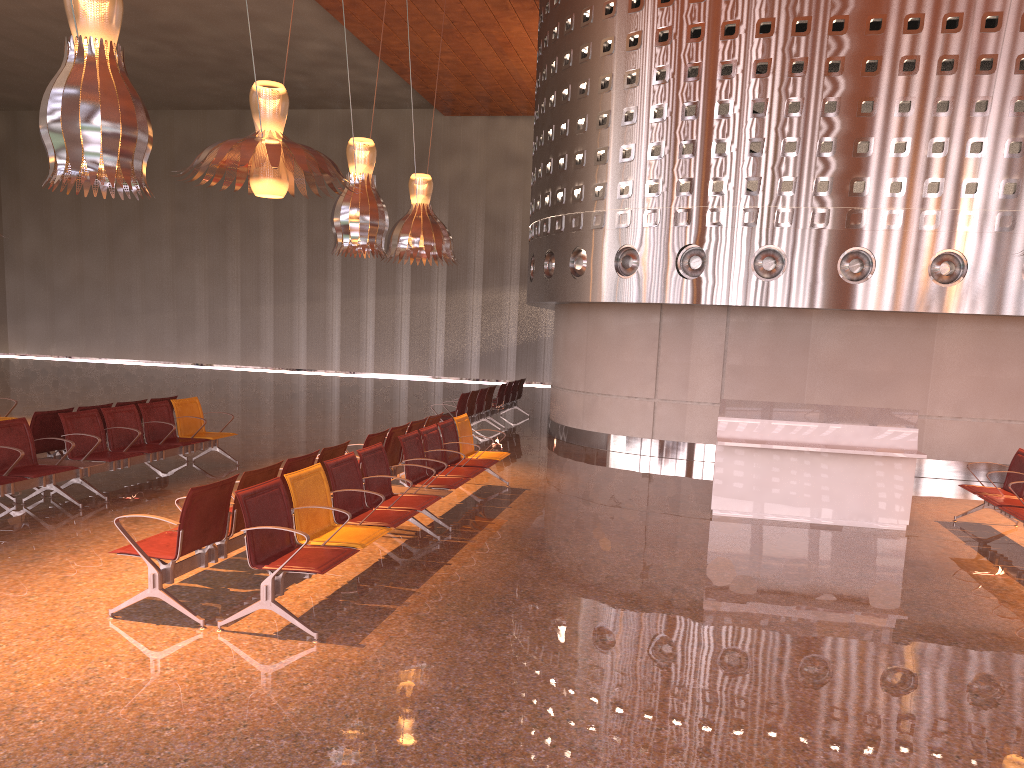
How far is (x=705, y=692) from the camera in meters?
4.6 m
